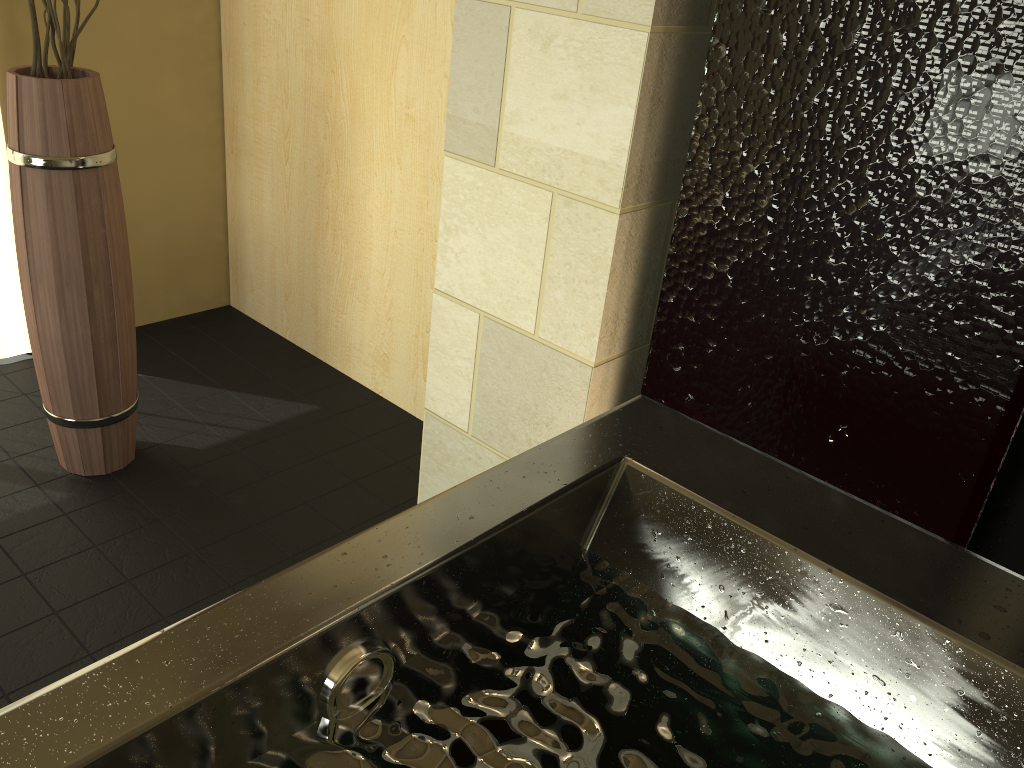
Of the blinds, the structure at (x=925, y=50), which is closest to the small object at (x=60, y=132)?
the blinds

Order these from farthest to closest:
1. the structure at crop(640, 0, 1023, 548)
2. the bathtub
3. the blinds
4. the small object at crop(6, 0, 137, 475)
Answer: the blinds
the small object at crop(6, 0, 137, 475)
the structure at crop(640, 0, 1023, 548)
the bathtub

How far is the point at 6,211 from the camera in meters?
2.6 m

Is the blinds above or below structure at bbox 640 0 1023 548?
below

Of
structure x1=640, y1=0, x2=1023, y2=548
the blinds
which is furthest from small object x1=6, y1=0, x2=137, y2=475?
structure x1=640, y1=0, x2=1023, y2=548

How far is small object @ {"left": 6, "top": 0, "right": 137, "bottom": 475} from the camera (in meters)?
1.86

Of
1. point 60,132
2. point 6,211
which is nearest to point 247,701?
point 60,132

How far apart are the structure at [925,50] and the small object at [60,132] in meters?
1.3 m

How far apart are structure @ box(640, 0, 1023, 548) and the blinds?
1.97m

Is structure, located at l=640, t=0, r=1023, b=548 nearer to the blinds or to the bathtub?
the bathtub
